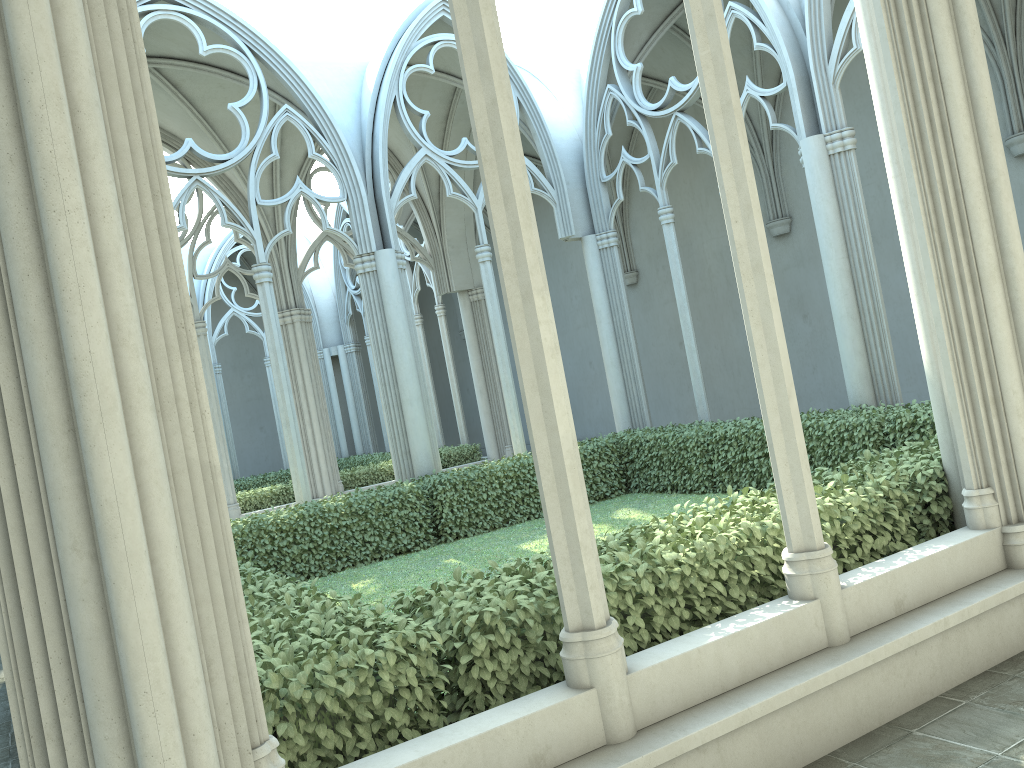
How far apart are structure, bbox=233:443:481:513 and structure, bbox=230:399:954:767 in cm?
528

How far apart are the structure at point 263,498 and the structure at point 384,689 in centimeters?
528cm

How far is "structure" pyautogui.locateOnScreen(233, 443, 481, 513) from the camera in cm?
1617

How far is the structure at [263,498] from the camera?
16.17m

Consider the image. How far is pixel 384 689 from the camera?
3.57m

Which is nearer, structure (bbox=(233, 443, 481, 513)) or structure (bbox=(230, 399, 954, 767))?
structure (bbox=(230, 399, 954, 767))

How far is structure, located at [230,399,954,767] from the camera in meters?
Answer: 3.6

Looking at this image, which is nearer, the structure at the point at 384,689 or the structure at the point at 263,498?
the structure at the point at 384,689
